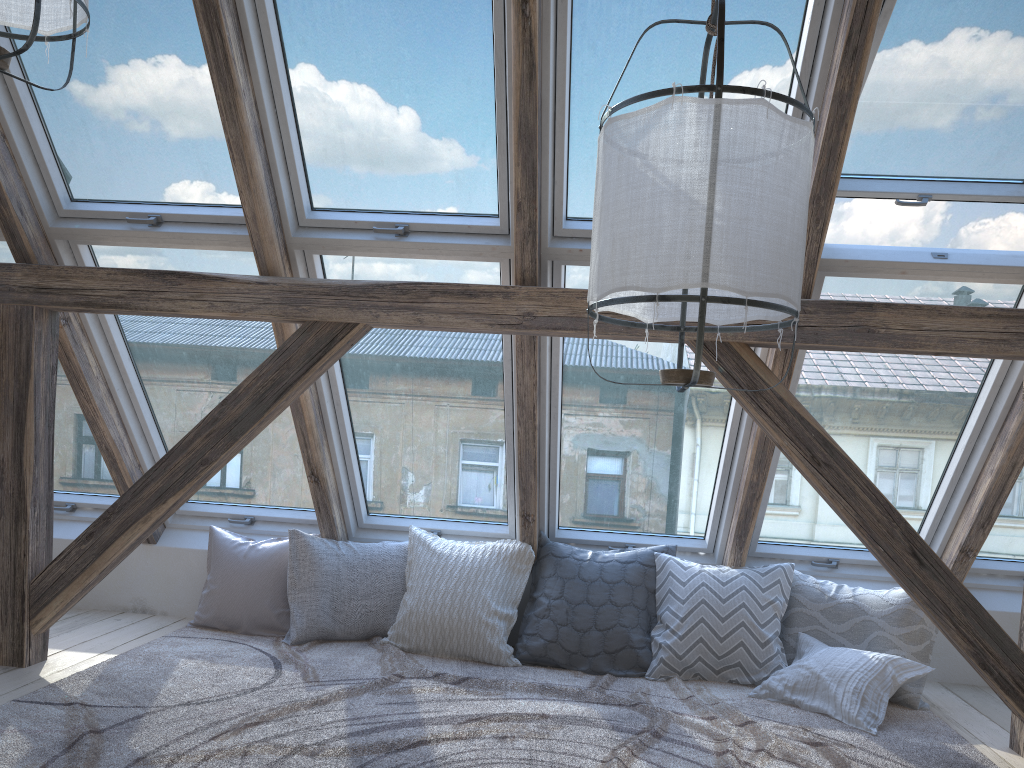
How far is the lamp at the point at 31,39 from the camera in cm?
181

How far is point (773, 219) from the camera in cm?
159

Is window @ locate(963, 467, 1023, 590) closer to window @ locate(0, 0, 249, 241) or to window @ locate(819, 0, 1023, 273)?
window @ locate(819, 0, 1023, 273)

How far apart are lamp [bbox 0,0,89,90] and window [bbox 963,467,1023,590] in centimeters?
367cm

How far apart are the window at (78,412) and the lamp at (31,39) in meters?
1.7

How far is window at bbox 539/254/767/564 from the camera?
3.50m

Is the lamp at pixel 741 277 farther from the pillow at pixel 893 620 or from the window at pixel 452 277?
the pillow at pixel 893 620

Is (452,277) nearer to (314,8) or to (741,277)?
(314,8)

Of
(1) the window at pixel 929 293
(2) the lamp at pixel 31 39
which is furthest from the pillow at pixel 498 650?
(2) the lamp at pixel 31 39

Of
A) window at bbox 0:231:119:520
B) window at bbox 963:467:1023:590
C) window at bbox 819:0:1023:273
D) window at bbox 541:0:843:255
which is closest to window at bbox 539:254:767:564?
window at bbox 541:0:843:255
